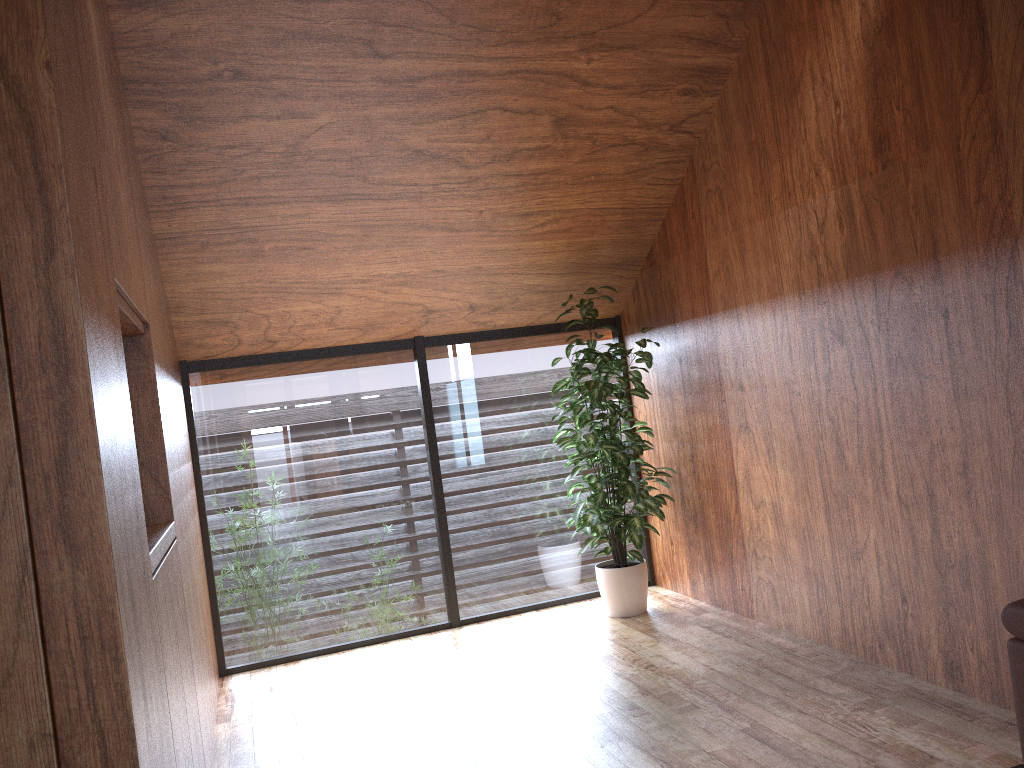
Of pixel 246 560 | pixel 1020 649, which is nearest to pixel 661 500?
pixel 246 560

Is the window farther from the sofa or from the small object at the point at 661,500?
the sofa

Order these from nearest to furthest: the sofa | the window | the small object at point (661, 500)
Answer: the sofa
the small object at point (661, 500)
the window

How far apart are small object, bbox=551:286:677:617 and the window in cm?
20

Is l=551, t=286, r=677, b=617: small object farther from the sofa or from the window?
the sofa

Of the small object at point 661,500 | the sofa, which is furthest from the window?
the sofa

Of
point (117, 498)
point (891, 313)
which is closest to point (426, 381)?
point (891, 313)

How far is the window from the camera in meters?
4.4

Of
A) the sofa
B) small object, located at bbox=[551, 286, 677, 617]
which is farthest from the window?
the sofa

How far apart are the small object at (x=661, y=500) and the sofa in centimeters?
226cm
